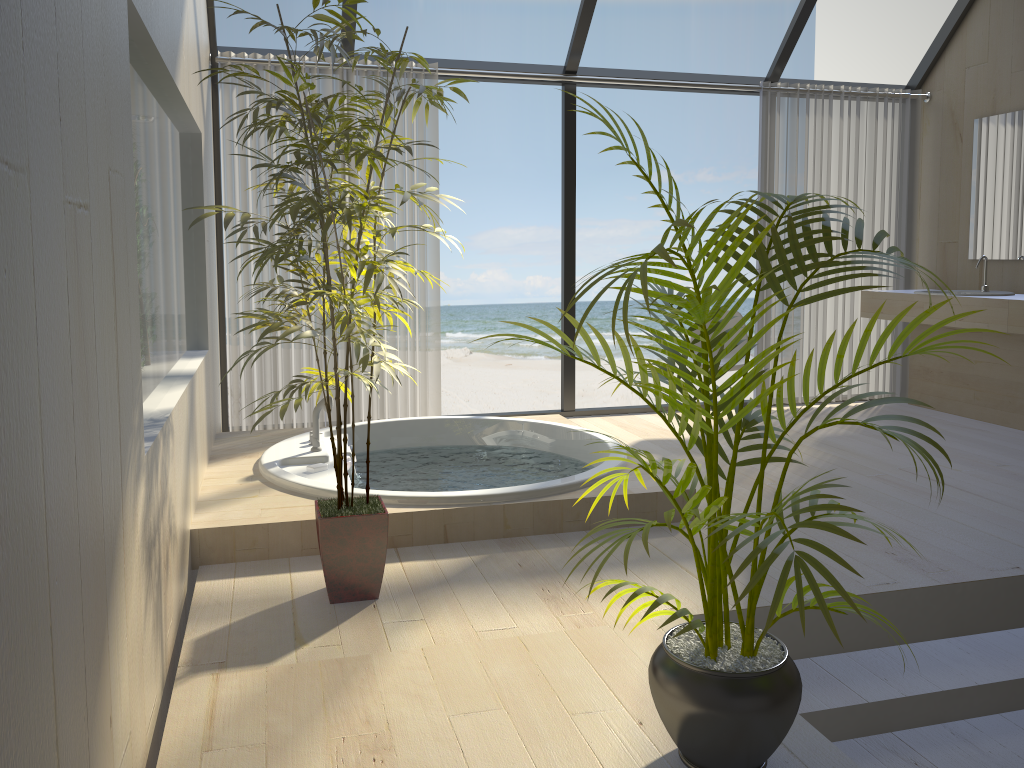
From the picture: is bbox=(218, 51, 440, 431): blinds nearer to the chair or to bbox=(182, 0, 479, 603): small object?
the chair

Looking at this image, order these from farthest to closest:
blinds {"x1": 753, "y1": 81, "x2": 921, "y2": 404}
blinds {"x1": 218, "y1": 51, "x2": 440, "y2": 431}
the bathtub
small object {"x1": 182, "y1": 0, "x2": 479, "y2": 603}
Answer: blinds {"x1": 753, "y1": 81, "x2": 921, "y2": 404}
blinds {"x1": 218, "y1": 51, "x2": 440, "y2": 431}
the bathtub
small object {"x1": 182, "y1": 0, "x2": 479, "y2": 603}

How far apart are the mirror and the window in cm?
59

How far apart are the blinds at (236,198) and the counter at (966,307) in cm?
281

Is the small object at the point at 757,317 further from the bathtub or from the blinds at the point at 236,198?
the blinds at the point at 236,198

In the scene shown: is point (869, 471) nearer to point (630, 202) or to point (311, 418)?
point (311, 418)

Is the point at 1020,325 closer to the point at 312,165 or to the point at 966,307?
the point at 966,307

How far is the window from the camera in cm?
502

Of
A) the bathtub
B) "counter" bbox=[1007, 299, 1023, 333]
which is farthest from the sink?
the bathtub

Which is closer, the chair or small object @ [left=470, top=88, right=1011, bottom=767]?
small object @ [left=470, top=88, right=1011, bottom=767]
